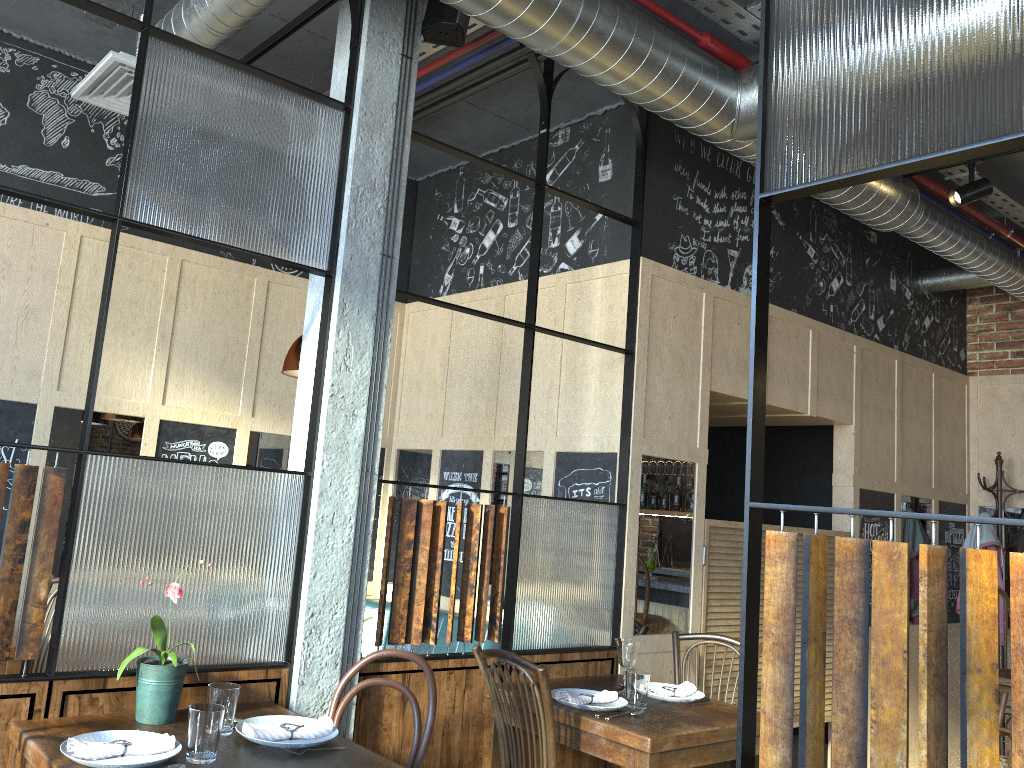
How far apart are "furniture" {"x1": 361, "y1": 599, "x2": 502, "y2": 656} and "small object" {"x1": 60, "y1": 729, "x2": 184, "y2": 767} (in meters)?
2.10

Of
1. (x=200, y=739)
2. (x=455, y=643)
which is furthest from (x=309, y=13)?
(x=455, y=643)

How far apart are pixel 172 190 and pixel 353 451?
1.0m

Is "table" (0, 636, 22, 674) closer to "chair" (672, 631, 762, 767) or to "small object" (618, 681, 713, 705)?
"small object" (618, 681, 713, 705)

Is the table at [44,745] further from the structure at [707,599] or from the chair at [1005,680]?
the chair at [1005,680]

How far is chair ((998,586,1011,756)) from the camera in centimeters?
448cm

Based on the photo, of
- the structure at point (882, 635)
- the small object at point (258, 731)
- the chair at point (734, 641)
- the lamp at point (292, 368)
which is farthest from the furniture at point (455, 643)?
the small object at point (258, 731)

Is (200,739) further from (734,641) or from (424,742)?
(734,641)

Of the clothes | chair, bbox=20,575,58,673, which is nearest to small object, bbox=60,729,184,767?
chair, bbox=20,575,58,673

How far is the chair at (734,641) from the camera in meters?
3.8 m
